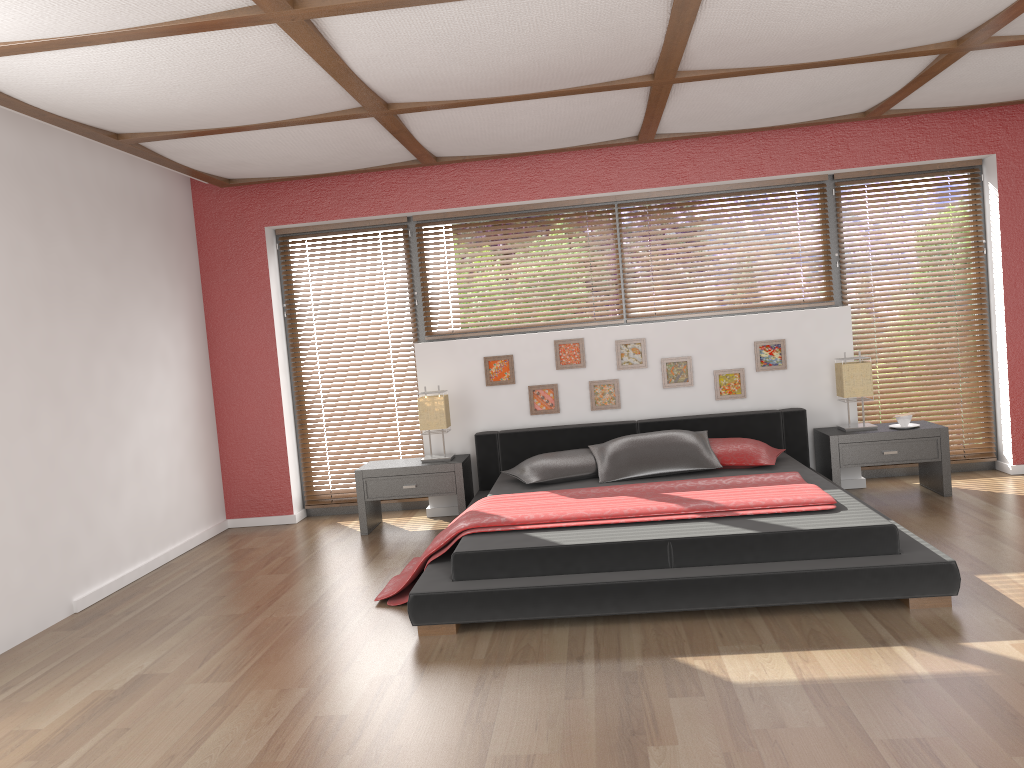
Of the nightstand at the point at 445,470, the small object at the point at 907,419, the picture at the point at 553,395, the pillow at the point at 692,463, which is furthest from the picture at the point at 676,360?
the nightstand at the point at 445,470

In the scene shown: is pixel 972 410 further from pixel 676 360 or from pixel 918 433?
pixel 676 360

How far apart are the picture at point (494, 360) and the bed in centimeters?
37cm

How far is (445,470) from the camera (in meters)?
5.64

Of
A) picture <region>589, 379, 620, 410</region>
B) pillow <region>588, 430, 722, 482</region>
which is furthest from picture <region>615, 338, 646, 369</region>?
pillow <region>588, 430, 722, 482</region>

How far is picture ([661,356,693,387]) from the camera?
5.9 meters

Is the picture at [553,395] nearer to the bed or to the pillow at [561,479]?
the bed

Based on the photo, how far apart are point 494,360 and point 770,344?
1.8m

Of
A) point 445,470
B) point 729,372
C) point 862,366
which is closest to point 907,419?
point 862,366

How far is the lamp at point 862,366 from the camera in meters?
5.5 m
